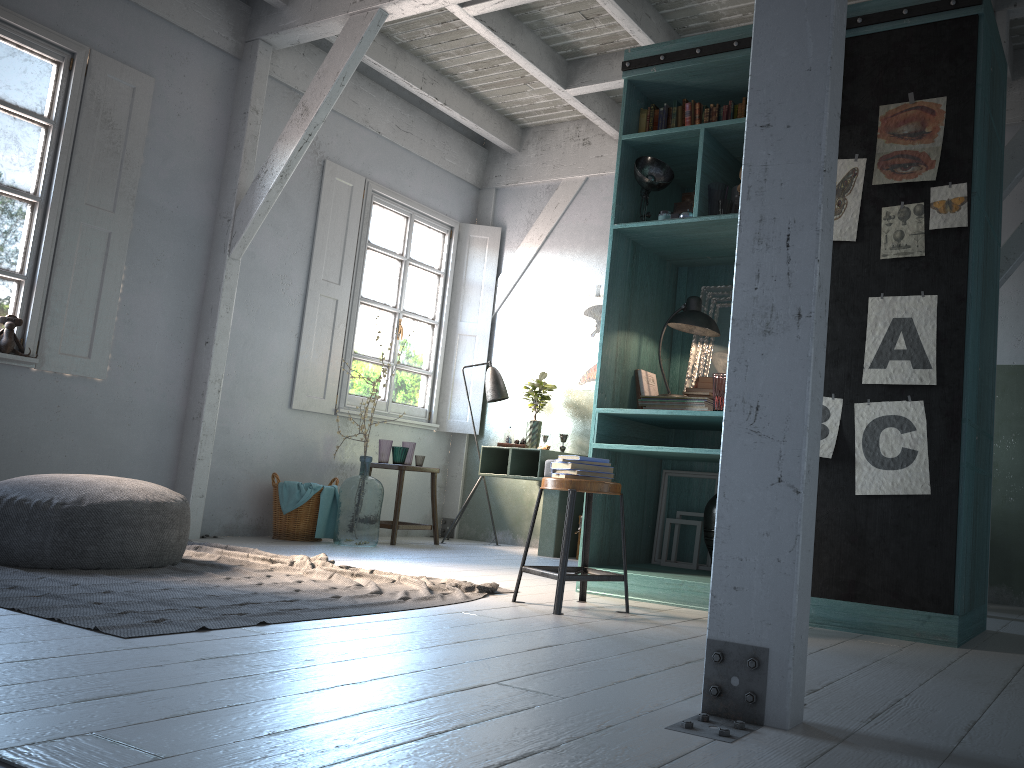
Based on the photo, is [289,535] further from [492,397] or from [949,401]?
[949,401]

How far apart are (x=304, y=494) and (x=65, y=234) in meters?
2.7

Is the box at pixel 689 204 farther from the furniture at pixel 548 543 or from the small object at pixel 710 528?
the furniture at pixel 548 543

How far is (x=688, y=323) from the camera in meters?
5.3

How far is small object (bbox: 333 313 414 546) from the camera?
7.31m

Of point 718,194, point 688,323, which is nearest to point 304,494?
point 688,323

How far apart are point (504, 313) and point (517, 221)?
1.0 meters

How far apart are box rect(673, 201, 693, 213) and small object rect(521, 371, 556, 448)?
3.4 meters

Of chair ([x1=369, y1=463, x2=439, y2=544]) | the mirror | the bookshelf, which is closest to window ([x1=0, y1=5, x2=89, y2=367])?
chair ([x1=369, y1=463, x2=439, y2=544])

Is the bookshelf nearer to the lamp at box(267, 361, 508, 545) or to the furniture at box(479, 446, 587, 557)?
the furniture at box(479, 446, 587, 557)
